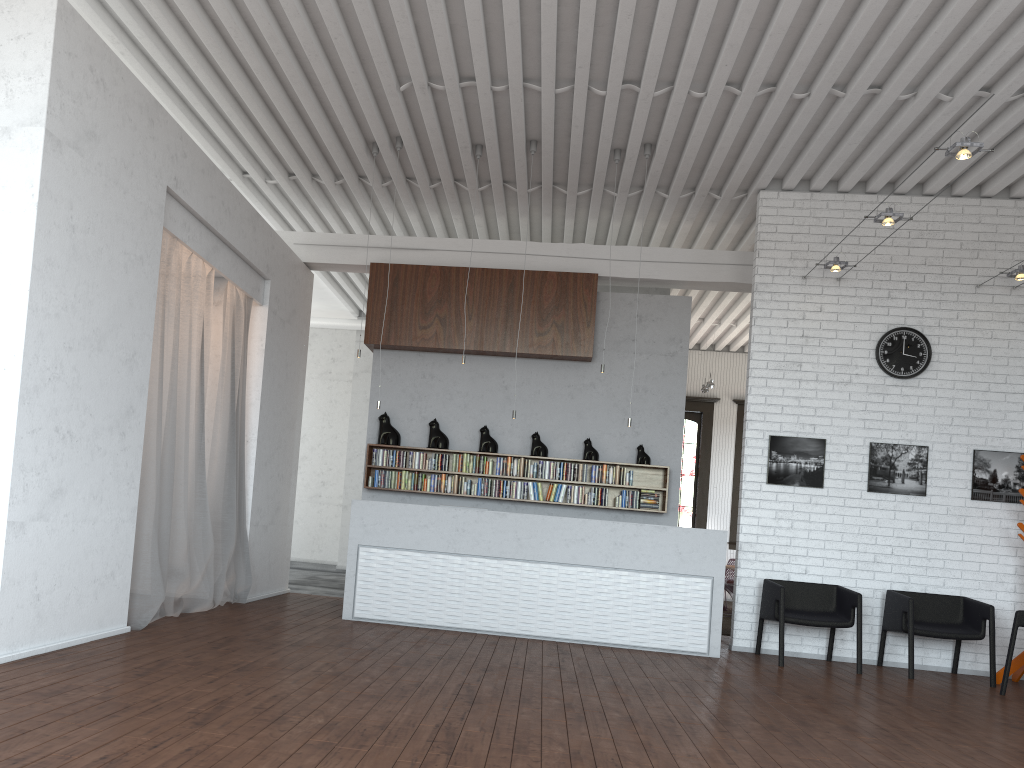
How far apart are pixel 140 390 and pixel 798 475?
6.0 meters

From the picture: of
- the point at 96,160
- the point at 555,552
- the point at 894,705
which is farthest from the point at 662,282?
the point at 96,160

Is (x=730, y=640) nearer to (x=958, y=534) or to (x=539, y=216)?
(x=958, y=534)
